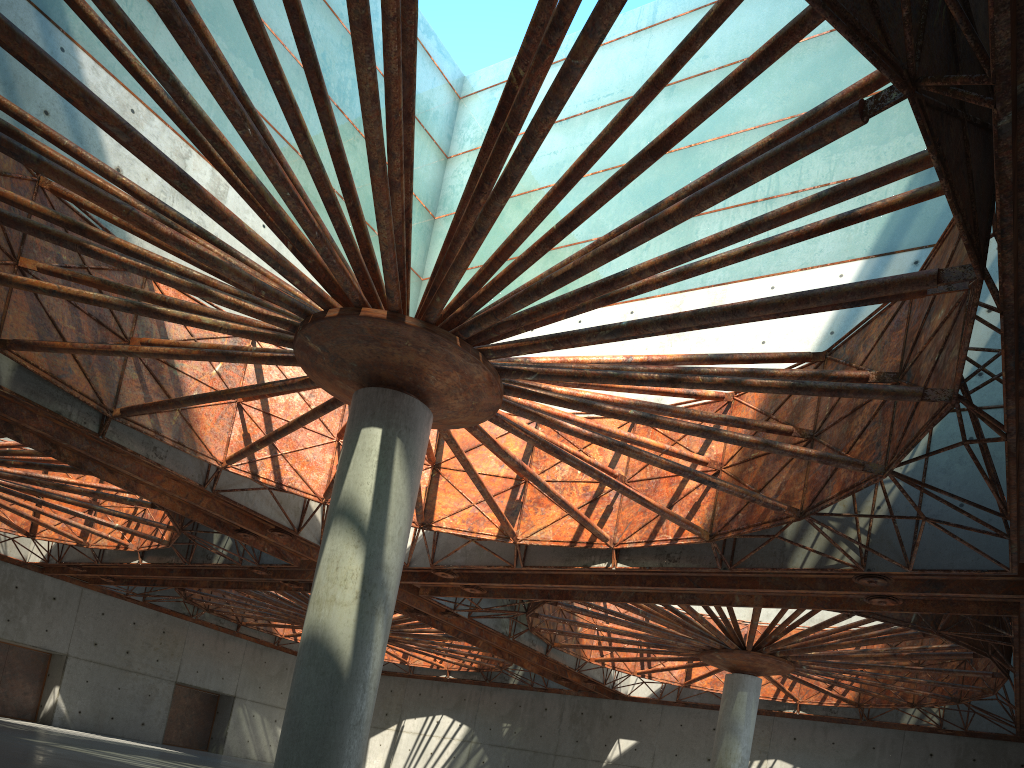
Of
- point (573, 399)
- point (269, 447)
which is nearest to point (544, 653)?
point (269, 447)
